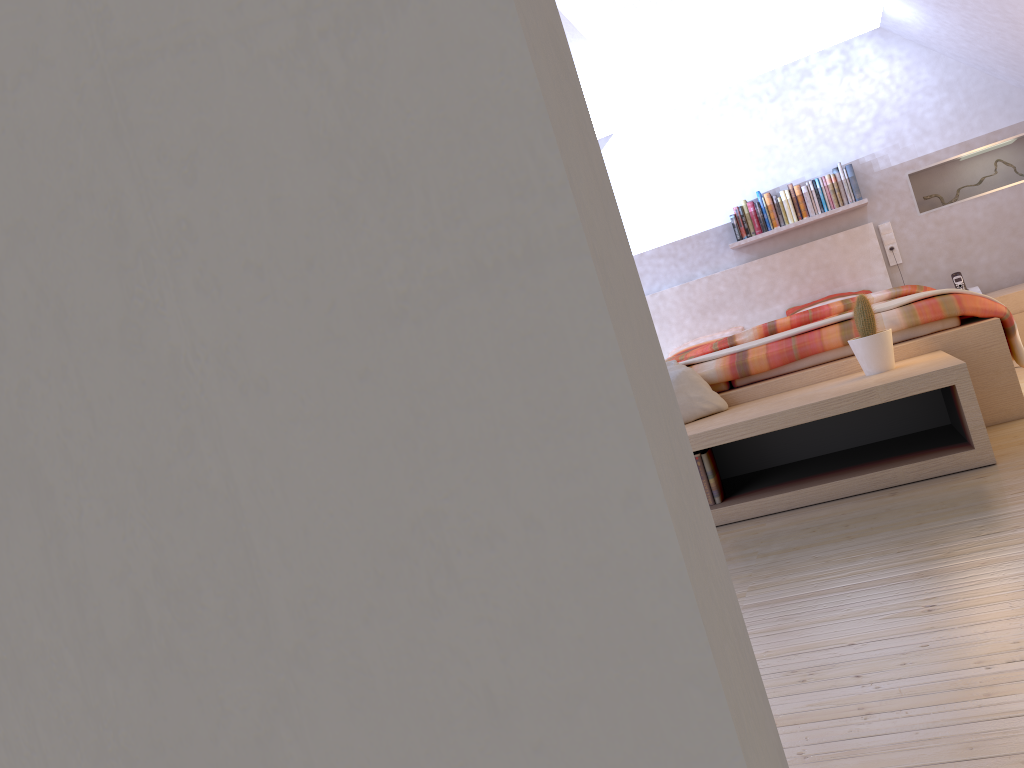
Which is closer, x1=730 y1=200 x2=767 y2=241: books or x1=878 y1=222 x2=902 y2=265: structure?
x1=878 y1=222 x2=902 y2=265: structure

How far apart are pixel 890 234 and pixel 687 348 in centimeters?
153cm

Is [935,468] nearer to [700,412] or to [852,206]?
[700,412]

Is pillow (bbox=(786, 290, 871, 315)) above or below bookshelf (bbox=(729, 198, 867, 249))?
below

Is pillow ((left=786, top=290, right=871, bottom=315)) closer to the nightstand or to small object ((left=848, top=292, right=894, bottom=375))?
the nightstand

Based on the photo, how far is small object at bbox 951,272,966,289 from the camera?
5.64m

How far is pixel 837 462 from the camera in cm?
300

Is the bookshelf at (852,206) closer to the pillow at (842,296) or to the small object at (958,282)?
the pillow at (842,296)

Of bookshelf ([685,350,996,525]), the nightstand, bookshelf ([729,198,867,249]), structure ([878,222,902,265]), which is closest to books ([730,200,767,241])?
bookshelf ([729,198,867,249])

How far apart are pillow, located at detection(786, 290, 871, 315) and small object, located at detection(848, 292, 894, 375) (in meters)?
2.94
